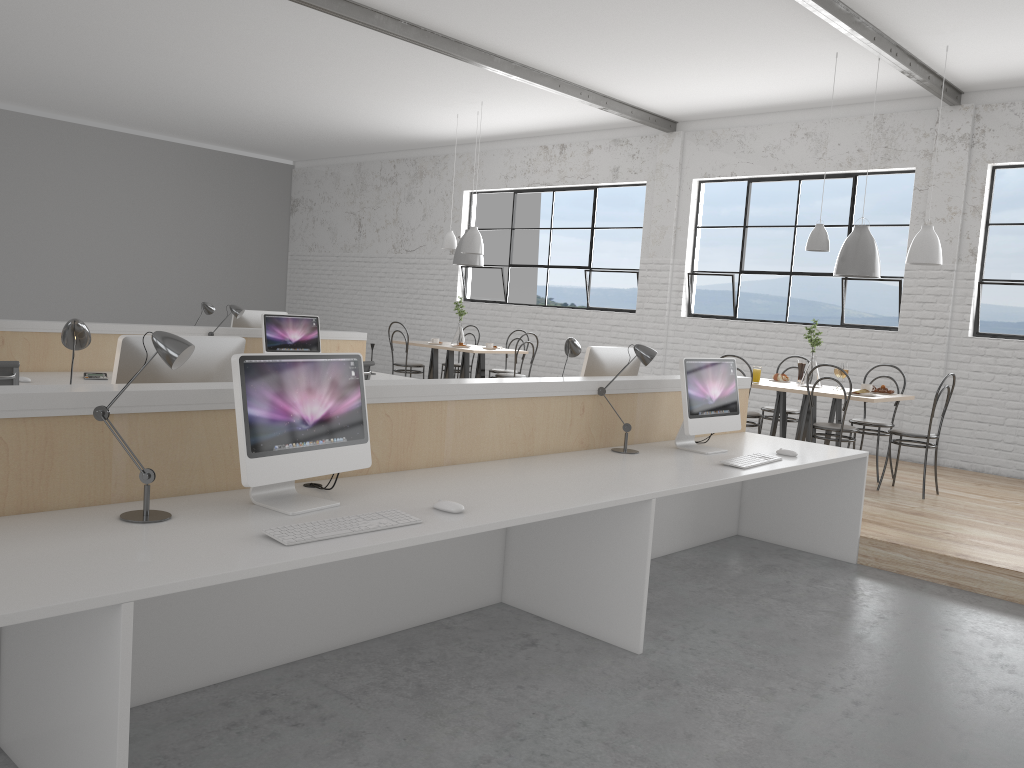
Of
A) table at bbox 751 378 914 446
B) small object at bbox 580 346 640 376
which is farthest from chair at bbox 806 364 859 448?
small object at bbox 580 346 640 376

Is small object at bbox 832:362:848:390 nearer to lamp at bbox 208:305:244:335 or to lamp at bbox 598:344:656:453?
lamp at bbox 598:344:656:453

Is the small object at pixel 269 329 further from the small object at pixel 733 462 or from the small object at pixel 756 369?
the small object at pixel 733 462

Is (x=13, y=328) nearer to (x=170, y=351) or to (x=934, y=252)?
(x=170, y=351)

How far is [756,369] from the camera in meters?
5.4

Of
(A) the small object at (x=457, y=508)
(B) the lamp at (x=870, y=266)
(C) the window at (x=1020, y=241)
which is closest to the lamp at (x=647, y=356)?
(A) the small object at (x=457, y=508)

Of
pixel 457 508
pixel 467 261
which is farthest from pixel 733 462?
pixel 467 261

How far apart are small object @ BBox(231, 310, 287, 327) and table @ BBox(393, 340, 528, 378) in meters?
1.7

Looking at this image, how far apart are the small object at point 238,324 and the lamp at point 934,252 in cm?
404

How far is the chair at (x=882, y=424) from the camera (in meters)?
5.29
